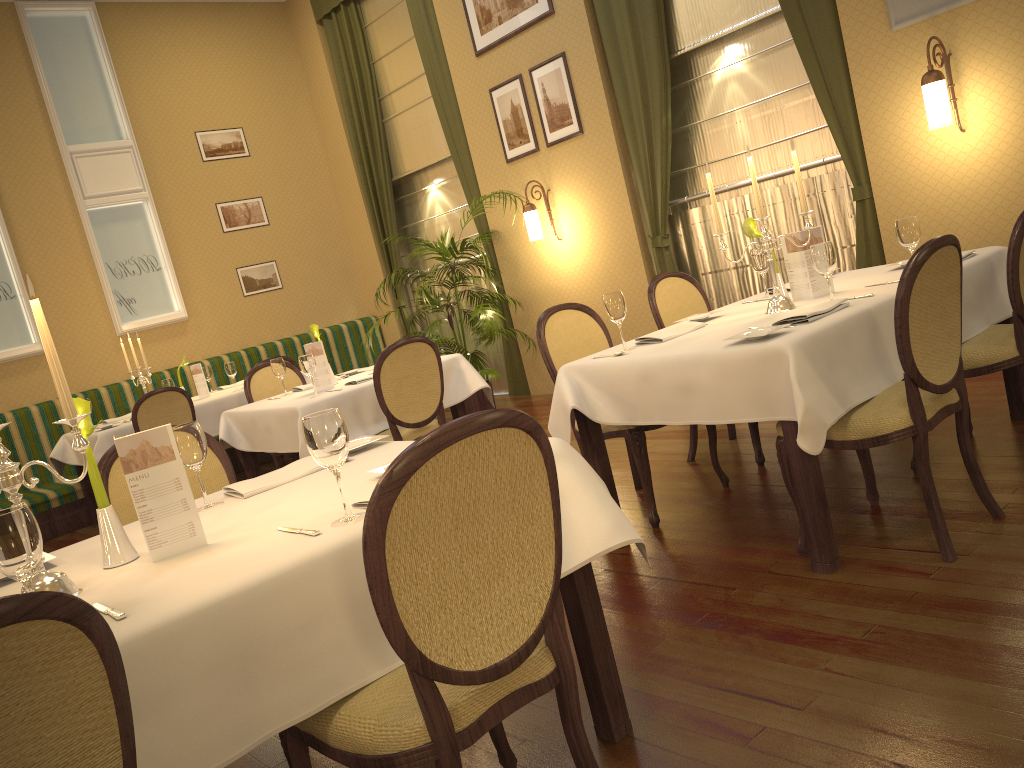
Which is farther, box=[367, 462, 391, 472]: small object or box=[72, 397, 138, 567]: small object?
box=[367, 462, 391, 472]: small object

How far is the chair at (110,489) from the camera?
2.7m

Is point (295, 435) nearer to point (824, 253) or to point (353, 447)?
point (353, 447)

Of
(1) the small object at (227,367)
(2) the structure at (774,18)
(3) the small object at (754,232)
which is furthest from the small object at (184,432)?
(1) the small object at (227,367)

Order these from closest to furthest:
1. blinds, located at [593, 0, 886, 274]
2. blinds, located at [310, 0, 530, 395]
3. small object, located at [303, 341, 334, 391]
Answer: small object, located at [303, 341, 334, 391]
blinds, located at [593, 0, 886, 274]
blinds, located at [310, 0, 530, 395]

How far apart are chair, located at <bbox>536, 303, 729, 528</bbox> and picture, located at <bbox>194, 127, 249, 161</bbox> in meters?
5.9

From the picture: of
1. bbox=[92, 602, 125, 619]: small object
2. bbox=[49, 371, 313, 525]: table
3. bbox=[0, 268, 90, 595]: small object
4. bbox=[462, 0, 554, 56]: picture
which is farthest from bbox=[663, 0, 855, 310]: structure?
bbox=[92, 602, 125, 619]: small object

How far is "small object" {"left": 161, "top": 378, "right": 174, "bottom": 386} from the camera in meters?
6.6 m

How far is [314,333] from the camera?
5.26m

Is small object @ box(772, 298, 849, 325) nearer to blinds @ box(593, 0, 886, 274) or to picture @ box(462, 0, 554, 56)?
blinds @ box(593, 0, 886, 274)
